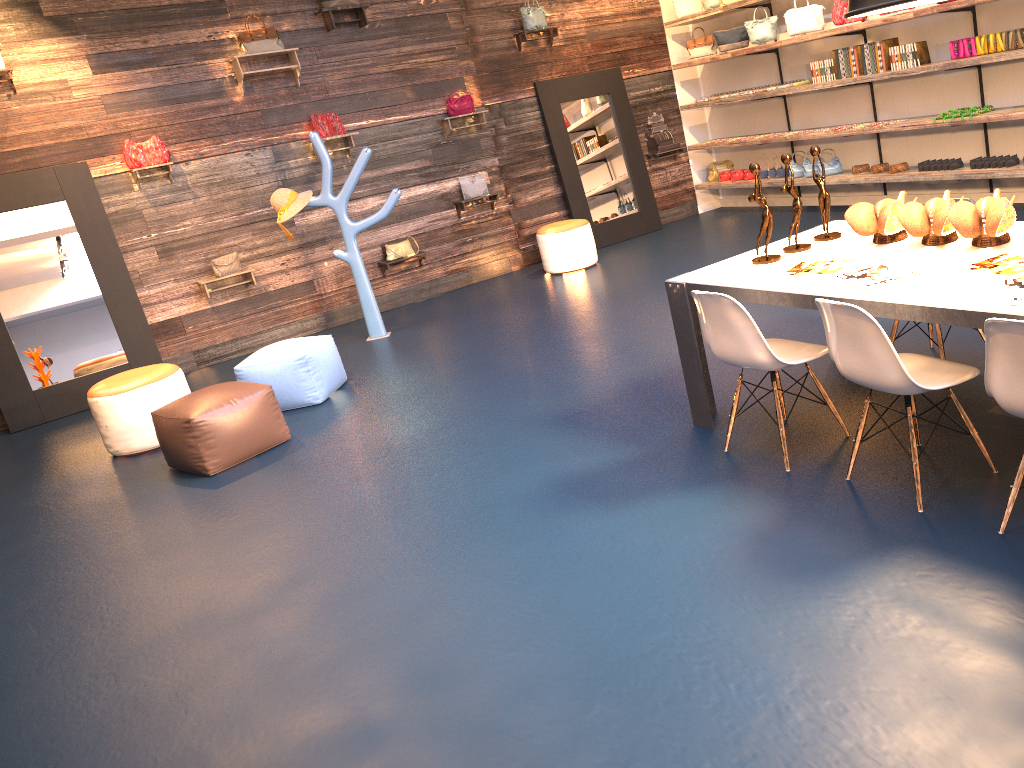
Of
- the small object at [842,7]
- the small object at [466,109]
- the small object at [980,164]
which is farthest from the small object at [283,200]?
the small object at [980,164]

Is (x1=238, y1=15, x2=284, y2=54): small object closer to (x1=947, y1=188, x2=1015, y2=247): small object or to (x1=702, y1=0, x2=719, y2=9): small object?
(x1=702, y1=0, x2=719, y2=9): small object

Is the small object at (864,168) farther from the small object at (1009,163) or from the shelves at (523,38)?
the shelves at (523,38)

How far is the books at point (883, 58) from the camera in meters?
7.7 m

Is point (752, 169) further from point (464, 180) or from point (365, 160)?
point (464, 180)

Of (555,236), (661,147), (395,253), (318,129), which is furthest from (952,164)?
(318,129)

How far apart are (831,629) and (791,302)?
1.3 meters

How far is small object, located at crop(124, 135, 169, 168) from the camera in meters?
7.6

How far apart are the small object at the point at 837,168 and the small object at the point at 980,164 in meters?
1.6 m

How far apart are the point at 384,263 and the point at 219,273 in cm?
157
